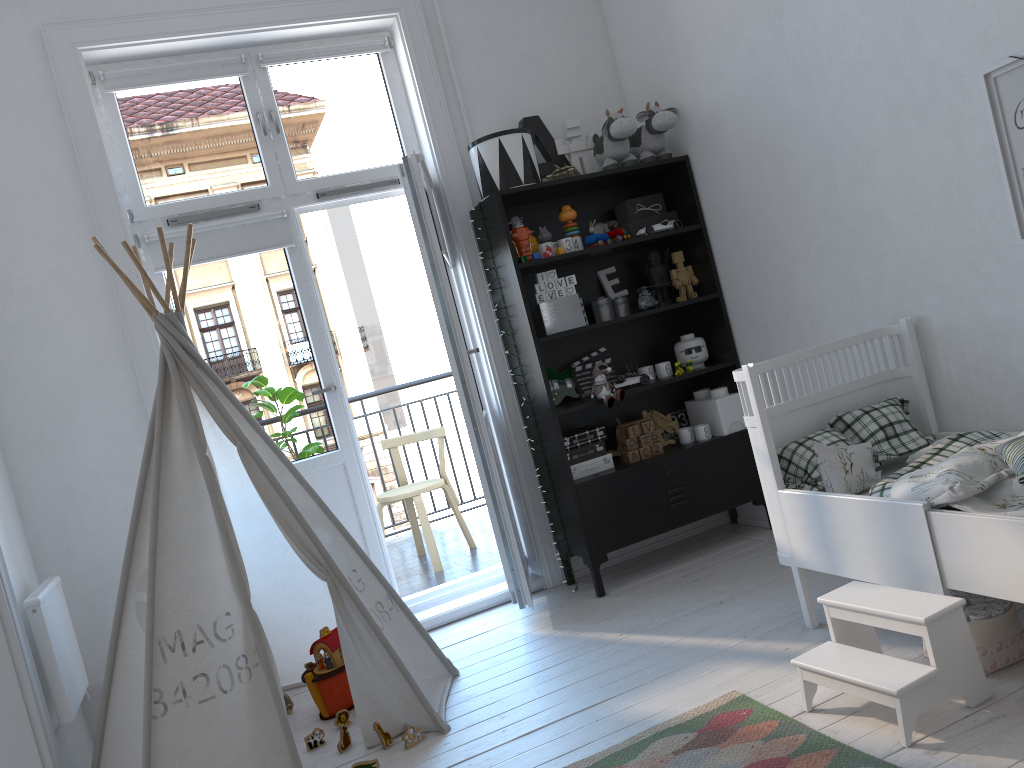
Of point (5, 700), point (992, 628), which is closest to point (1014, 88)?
point (992, 628)

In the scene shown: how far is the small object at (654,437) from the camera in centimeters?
380cm

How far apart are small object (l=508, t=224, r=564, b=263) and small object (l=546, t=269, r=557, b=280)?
0.1m

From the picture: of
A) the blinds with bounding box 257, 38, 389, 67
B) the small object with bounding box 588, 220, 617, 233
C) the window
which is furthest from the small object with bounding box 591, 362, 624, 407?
the blinds with bounding box 257, 38, 389, 67

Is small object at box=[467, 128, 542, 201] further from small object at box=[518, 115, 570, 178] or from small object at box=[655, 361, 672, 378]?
small object at box=[655, 361, 672, 378]

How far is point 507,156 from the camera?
3.6m

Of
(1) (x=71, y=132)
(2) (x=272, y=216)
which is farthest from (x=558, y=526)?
(1) (x=71, y=132)

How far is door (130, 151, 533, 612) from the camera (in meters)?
3.39

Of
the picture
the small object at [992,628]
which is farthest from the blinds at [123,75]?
the small object at [992,628]

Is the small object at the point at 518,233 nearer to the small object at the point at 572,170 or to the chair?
the small object at the point at 572,170
